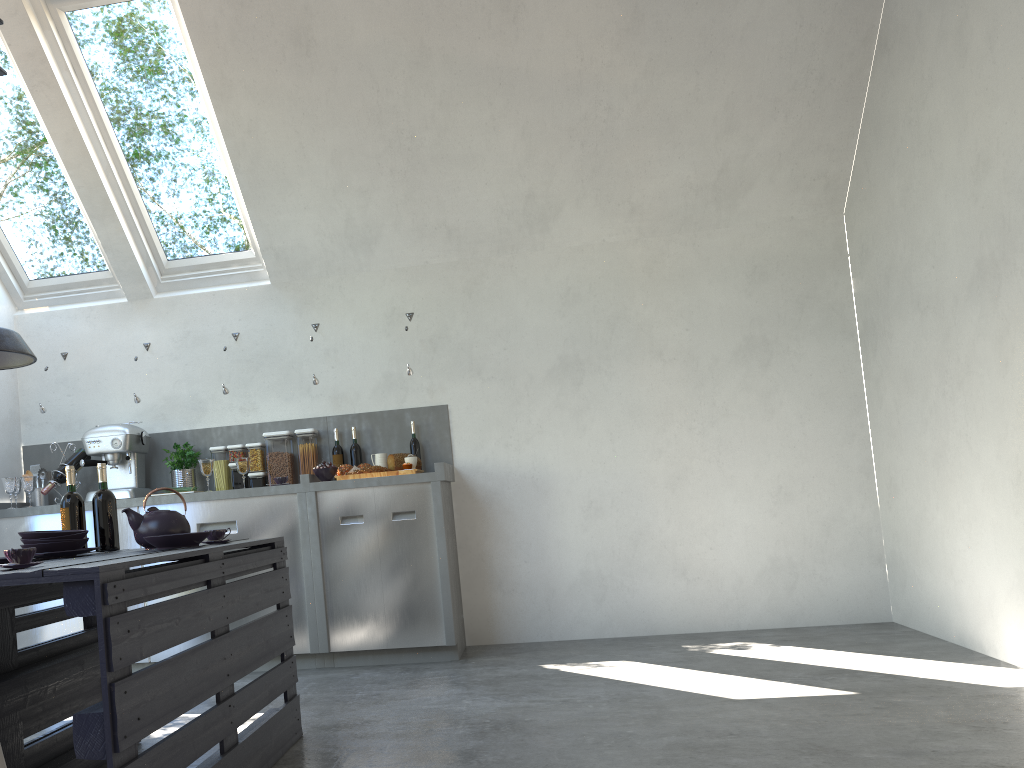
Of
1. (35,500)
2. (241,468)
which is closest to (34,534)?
(241,468)

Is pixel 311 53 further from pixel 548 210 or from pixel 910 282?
pixel 910 282

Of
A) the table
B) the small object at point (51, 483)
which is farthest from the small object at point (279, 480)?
the table

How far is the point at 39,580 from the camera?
2.0m

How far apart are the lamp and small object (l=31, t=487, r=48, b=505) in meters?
2.4 m

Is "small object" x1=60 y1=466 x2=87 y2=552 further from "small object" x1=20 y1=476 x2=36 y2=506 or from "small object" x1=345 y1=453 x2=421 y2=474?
"small object" x1=20 y1=476 x2=36 y2=506

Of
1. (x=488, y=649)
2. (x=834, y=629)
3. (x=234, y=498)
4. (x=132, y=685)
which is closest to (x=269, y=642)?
(x=132, y=685)

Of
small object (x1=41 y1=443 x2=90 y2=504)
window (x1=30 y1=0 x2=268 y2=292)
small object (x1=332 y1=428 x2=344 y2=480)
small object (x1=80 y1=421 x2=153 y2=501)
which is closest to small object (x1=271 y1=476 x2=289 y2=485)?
small object (x1=332 y1=428 x2=344 y2=480)

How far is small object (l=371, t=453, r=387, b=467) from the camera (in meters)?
5.05

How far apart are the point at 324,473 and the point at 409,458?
0.5m
